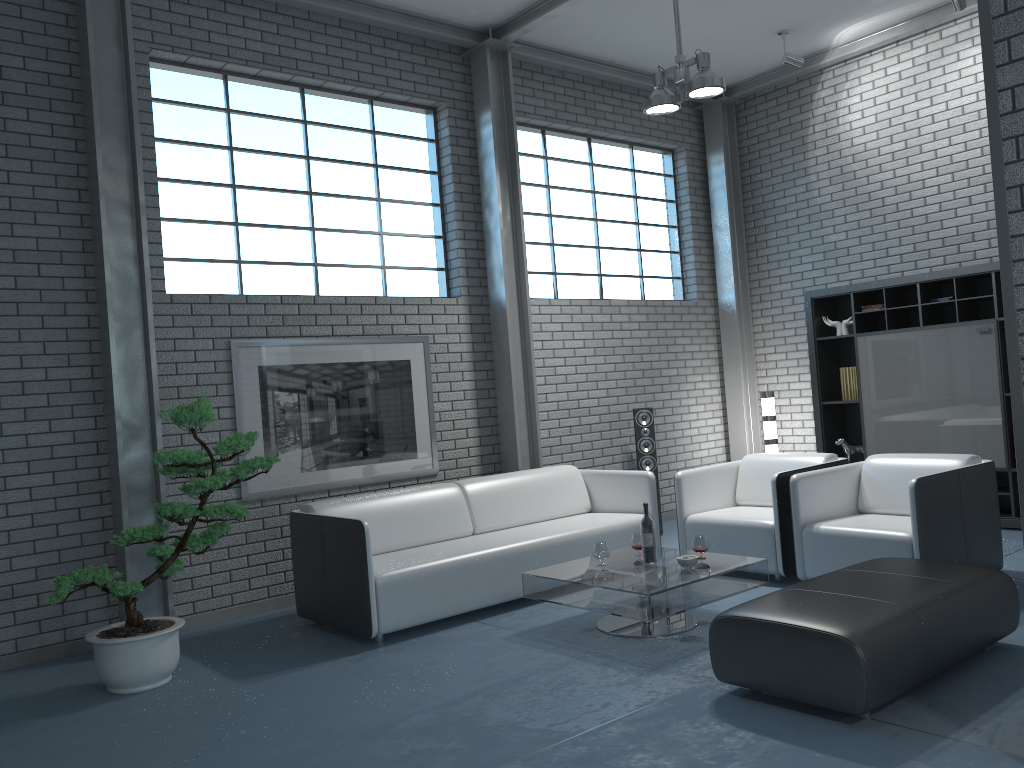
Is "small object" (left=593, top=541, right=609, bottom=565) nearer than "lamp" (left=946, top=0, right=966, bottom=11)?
Yes

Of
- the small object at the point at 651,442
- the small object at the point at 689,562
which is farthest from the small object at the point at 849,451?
the small object at the point at 689,562

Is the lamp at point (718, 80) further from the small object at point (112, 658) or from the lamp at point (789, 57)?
the small object at point (112, 658)

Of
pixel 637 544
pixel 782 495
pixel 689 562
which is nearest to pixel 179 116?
pixel 637 544

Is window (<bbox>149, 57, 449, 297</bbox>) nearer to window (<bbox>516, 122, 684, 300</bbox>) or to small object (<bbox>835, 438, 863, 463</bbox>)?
window (<bbox>516, 122, 684, 300</bbox>)

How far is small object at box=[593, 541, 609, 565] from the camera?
4.68m

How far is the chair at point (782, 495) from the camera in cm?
522

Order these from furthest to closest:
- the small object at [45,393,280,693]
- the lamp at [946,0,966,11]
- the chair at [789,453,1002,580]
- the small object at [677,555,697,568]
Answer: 1. the lamp at [946,0,966,11]
2. the chair at [789,453,1002,580]
3. the small object at [677,555,697,568]
4. the small object at [45,393,280,693]

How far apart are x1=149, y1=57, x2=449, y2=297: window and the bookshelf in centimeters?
308cm

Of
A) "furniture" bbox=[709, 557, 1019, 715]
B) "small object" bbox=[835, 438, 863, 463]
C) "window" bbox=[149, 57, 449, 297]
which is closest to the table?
"furniture" bbox=[709, 557, 1019, 715]
